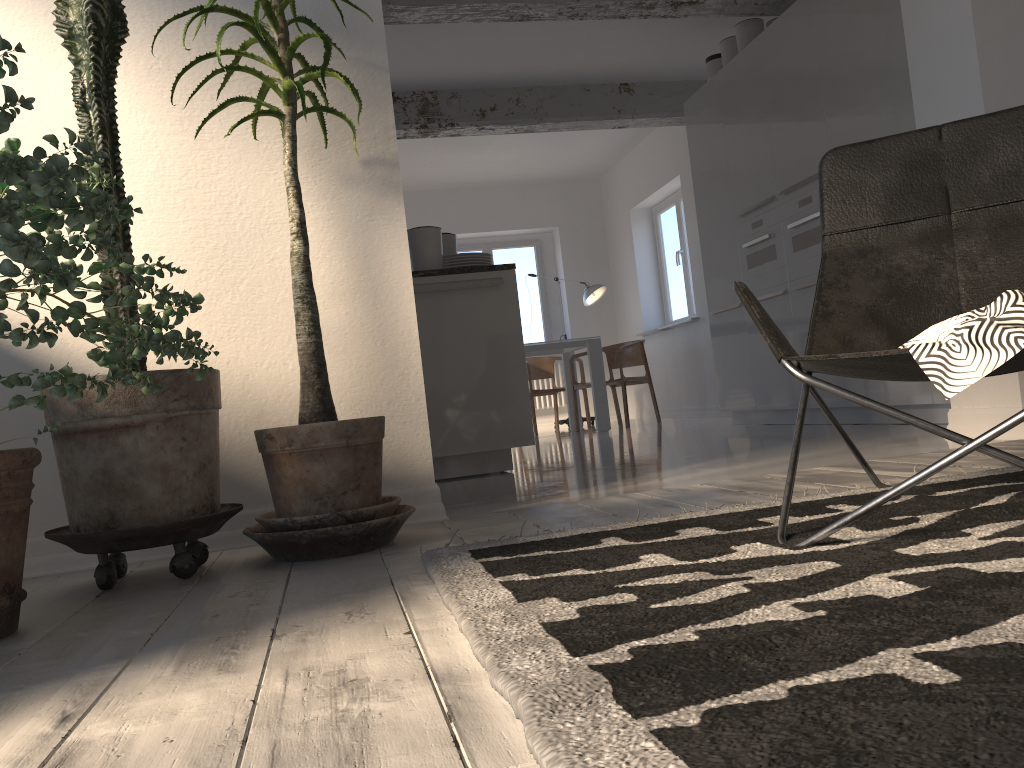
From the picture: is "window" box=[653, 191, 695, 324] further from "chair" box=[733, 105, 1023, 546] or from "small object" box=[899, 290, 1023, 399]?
"small object" box=[899, 290, 1023, 399]

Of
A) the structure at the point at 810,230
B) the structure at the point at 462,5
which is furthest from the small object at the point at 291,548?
the structure at the point at 810,230

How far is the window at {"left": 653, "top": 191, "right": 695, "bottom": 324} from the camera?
9.17m

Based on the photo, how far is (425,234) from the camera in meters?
4.3 m

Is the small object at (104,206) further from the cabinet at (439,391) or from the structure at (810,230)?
the structure at (810,230)

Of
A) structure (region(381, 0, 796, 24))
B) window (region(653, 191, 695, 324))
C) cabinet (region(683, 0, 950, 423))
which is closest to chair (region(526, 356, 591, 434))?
window (region(653, 191, 695, 324))

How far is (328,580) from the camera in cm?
186

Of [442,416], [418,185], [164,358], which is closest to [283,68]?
[164,358]

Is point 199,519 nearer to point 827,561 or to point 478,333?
point 827,561

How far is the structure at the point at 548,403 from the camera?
10.5m
